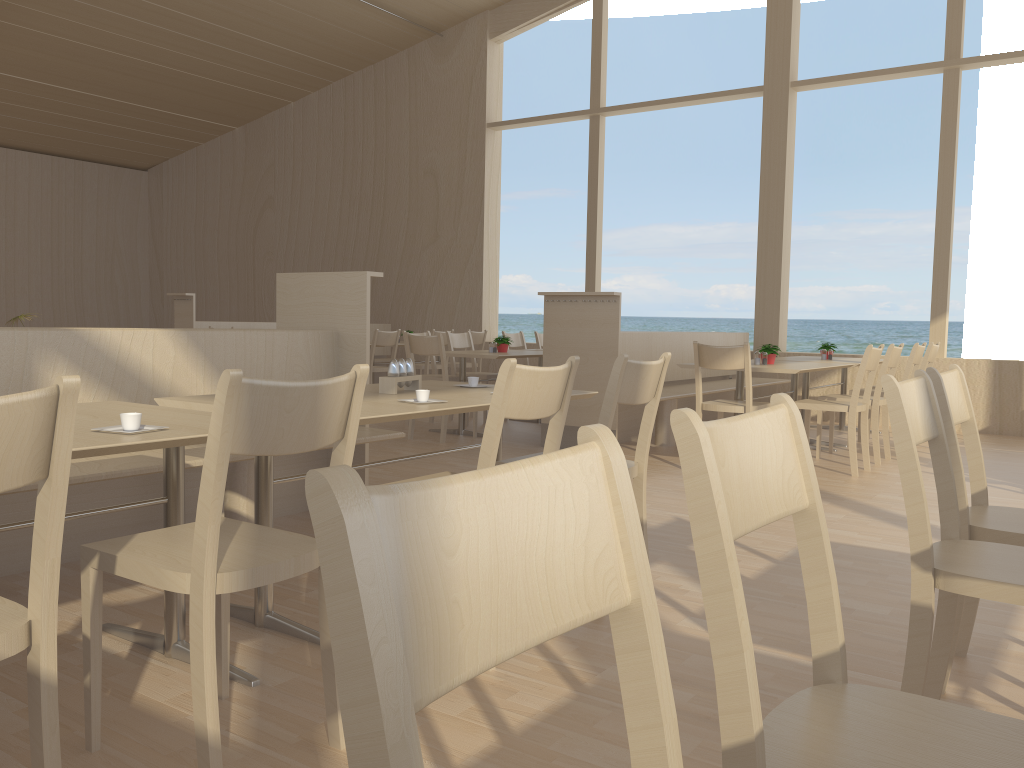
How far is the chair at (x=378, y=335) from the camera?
8.3m

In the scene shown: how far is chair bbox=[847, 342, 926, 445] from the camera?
6.39m

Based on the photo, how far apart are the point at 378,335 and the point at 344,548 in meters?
7.9 m

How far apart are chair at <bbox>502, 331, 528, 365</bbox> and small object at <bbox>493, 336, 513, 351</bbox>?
1.39m

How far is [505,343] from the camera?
7.2 meters

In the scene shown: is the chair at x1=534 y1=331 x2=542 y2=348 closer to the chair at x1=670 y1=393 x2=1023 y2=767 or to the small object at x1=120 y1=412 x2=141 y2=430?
the small object at x1=120 y1=412 x2=141 y2=430

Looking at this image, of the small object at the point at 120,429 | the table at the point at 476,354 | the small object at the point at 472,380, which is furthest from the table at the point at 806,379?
the small object at the point at 120,429

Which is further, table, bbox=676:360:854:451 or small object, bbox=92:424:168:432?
table, bbox=676:360:854:451

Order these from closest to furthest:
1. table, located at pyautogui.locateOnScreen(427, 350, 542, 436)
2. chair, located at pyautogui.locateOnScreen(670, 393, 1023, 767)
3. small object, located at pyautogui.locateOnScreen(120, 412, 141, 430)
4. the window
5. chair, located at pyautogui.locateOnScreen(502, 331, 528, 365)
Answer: chair, located at pyautogui.locateOnScreen(670, 393, 1023, 767) → small object, located at pyautogui.locateOnScreen(120, 412, 141, 430) → table, located at pyautogui.locateOnScreen(427, 350, 542, 436) → the window → chair, located at pyautogui.locateOnScreen(502, 331, 528, 365)

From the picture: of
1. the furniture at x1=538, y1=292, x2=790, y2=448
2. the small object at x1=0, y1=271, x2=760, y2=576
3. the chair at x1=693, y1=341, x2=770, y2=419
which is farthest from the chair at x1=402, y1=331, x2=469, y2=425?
the small object at x1=0, y1=271, x2=760, y2=576
